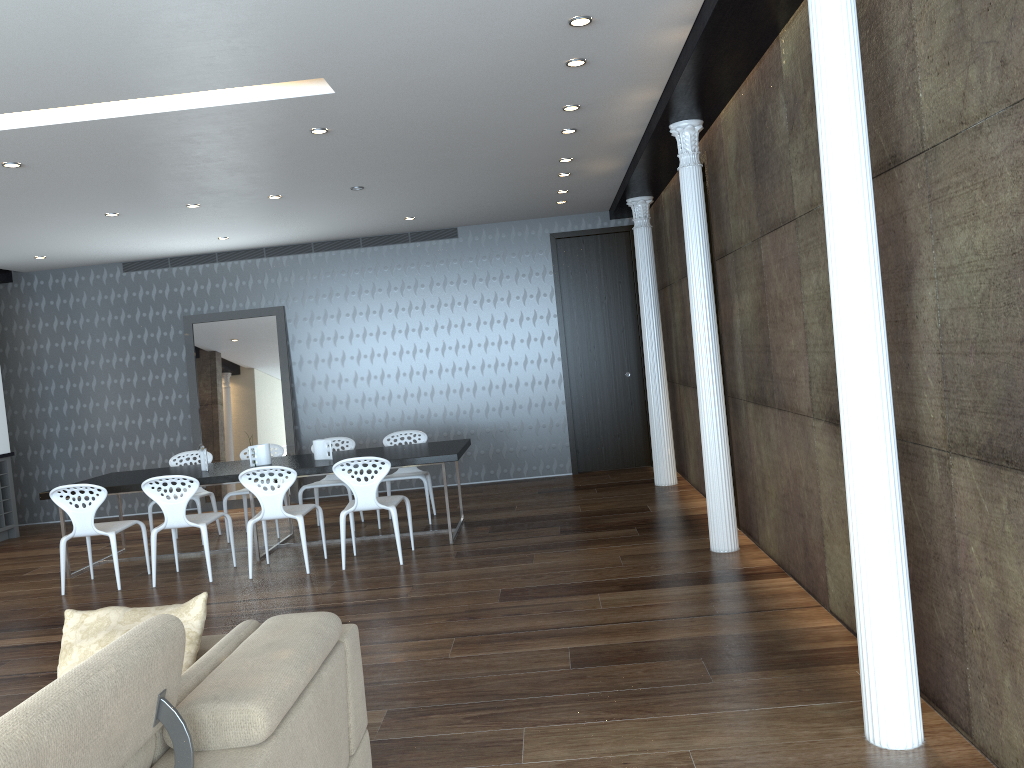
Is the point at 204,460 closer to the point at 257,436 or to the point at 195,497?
the point at 195,497

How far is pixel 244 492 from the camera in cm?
813

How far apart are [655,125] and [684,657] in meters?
3.5 m

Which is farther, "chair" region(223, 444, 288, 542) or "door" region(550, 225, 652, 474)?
"door" region(550, 225, 652, 474)

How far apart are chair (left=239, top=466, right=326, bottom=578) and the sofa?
3.5 meters

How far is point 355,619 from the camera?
5.2m

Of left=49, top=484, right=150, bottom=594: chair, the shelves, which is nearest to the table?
left=49, top=484, right=150, bottom=594: chair

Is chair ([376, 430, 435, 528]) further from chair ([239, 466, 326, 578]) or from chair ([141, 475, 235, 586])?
chair ([141, 475, 235, 586])

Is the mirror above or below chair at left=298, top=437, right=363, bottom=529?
above

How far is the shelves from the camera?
9.6m
